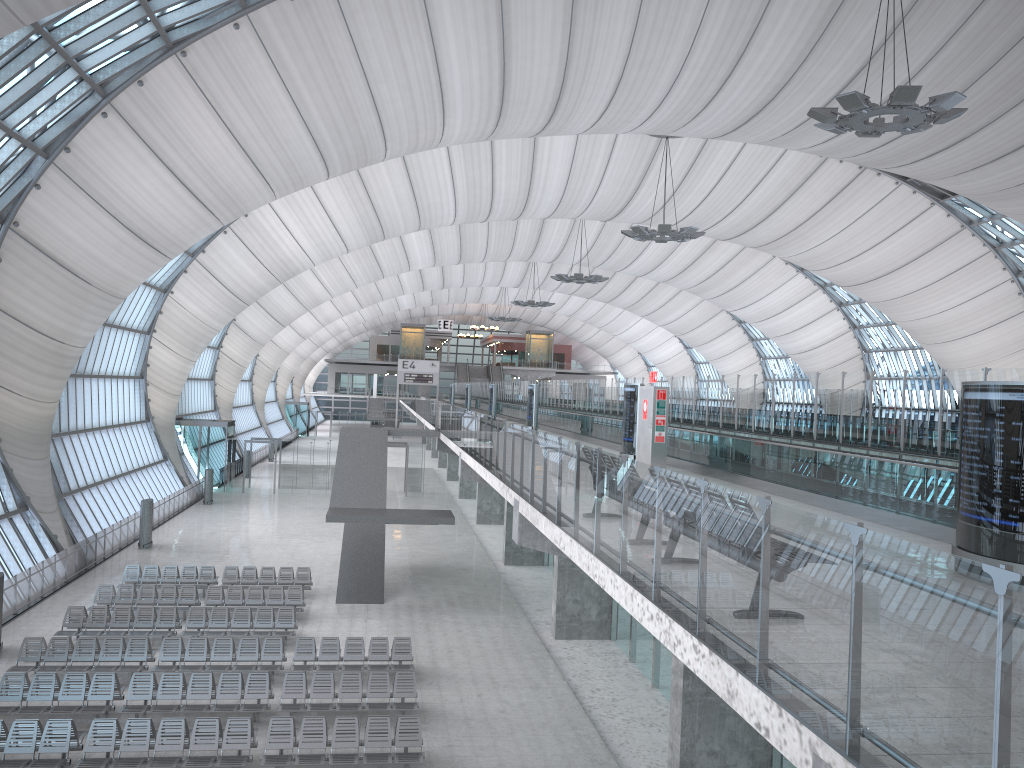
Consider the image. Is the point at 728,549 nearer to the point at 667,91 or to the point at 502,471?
the point at 502,471

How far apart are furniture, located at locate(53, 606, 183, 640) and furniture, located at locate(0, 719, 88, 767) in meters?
6.1 m

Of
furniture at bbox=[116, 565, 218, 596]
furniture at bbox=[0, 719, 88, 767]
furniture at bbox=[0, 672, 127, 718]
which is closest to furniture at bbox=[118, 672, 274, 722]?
furniture at bbox=[0, 672, 127, 718]

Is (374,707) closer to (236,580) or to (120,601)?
(120,601)

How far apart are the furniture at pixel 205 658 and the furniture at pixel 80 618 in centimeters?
177cm

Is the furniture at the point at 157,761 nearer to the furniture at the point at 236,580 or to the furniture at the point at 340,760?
the furniture at the point at 340,760

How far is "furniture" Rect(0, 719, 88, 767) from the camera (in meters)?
14.02

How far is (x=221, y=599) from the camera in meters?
24.2 m

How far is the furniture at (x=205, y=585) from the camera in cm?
2635

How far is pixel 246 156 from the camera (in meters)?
27.43
